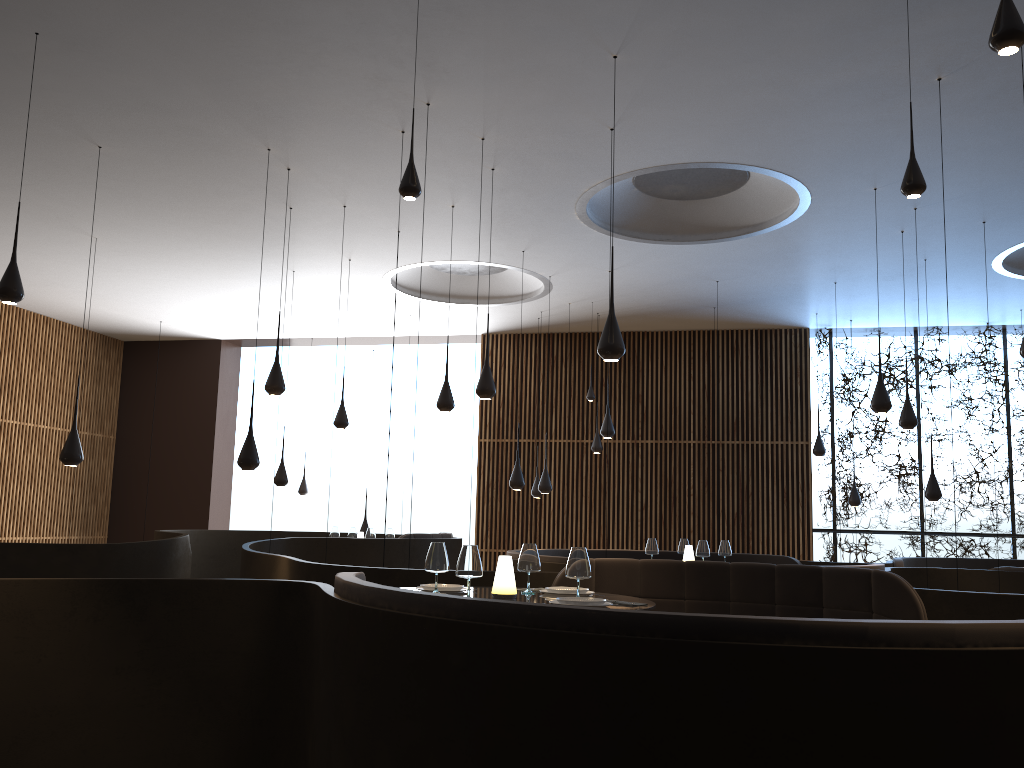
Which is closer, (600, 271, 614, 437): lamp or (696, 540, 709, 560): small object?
(696, 540, 709, 560): small object

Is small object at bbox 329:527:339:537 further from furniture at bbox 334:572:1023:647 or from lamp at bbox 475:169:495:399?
furniture at bbox 334:572:1023:647

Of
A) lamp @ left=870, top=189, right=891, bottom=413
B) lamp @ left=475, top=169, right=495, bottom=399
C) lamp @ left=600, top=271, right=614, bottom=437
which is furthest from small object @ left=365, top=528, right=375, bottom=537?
lamp @ left=870, top=189, right=891, bottom=413

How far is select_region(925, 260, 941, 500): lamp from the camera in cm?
1044

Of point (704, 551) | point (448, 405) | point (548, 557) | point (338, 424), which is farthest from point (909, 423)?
point (338, 424)

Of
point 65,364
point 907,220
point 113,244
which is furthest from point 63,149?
point 65,364

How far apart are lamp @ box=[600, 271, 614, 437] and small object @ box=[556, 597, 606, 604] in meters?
6.8 m

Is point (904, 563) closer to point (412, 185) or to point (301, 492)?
point (412, 185)

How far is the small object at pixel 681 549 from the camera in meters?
9.7 m

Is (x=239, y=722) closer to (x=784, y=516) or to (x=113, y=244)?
(x=113, y=244)
